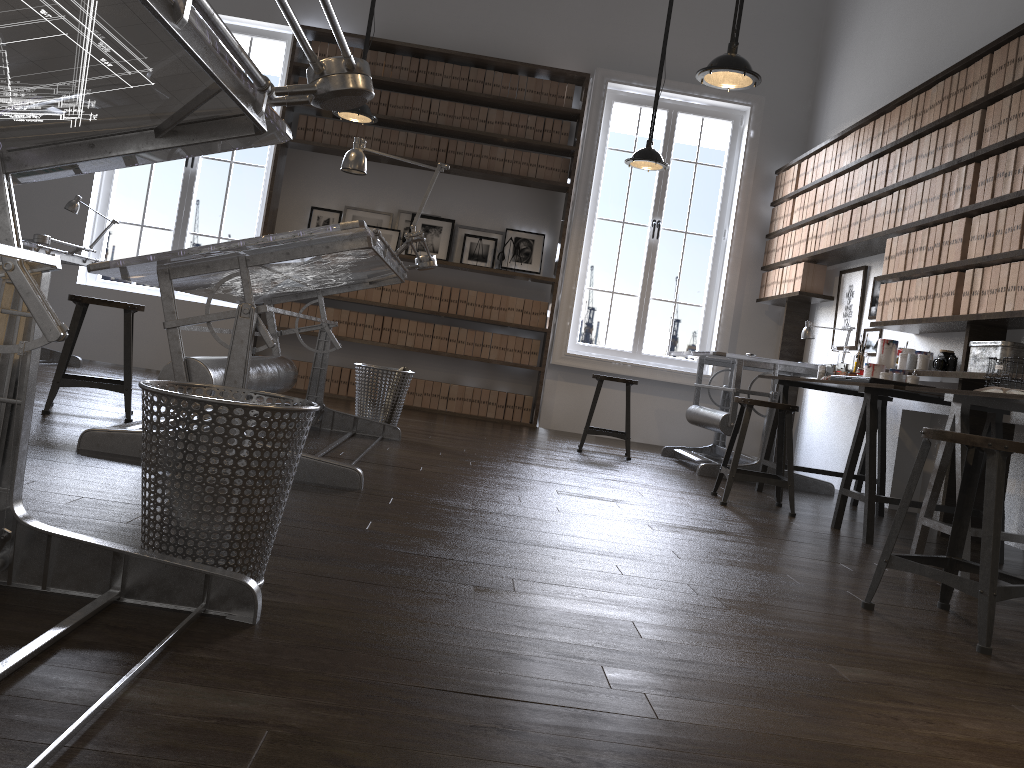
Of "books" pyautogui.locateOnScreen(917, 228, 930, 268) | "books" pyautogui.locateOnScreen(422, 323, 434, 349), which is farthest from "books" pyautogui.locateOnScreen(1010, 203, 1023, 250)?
"books" pyautogui.locateOnScreen(422, 323, 434, 349)

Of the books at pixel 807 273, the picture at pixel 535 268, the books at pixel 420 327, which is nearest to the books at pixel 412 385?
the books at pixel 420 327

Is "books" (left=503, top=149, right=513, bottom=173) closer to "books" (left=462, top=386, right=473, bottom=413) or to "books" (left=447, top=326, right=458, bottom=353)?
"books" (left=447, top=326, right=458, bottom=353)

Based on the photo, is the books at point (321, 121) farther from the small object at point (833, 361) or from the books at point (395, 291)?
the small object at point (833, 361)

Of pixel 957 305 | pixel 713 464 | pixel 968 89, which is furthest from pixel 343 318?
pixel 968 89

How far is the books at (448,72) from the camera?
7.3m

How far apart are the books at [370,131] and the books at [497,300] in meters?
1.6

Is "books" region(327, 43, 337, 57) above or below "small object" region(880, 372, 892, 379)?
above

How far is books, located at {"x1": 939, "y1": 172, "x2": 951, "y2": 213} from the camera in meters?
4.6 m

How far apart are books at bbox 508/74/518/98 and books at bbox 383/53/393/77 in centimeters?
103cm
